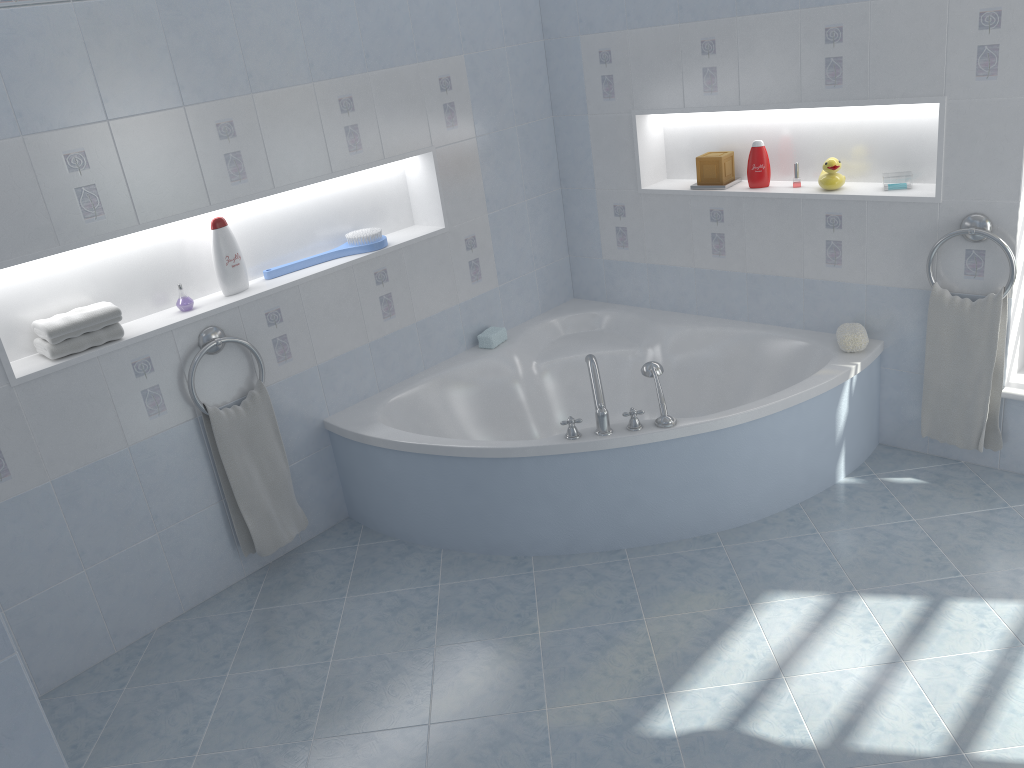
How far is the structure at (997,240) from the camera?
2.95m

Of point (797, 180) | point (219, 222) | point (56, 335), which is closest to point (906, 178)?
point (797, 180)

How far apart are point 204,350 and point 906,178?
2.6m

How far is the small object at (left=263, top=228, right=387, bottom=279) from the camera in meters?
3.4

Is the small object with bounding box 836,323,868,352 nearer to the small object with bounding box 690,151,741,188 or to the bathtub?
the bathtub

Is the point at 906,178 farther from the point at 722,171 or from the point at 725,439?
the point at 725,439

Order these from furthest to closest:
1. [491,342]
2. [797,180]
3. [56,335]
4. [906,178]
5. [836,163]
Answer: [491,342] → [797,180] → [836,163] → [906,178] → [56,335]

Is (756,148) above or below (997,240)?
above

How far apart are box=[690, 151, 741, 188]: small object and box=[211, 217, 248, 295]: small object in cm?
188

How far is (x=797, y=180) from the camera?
3.50m
